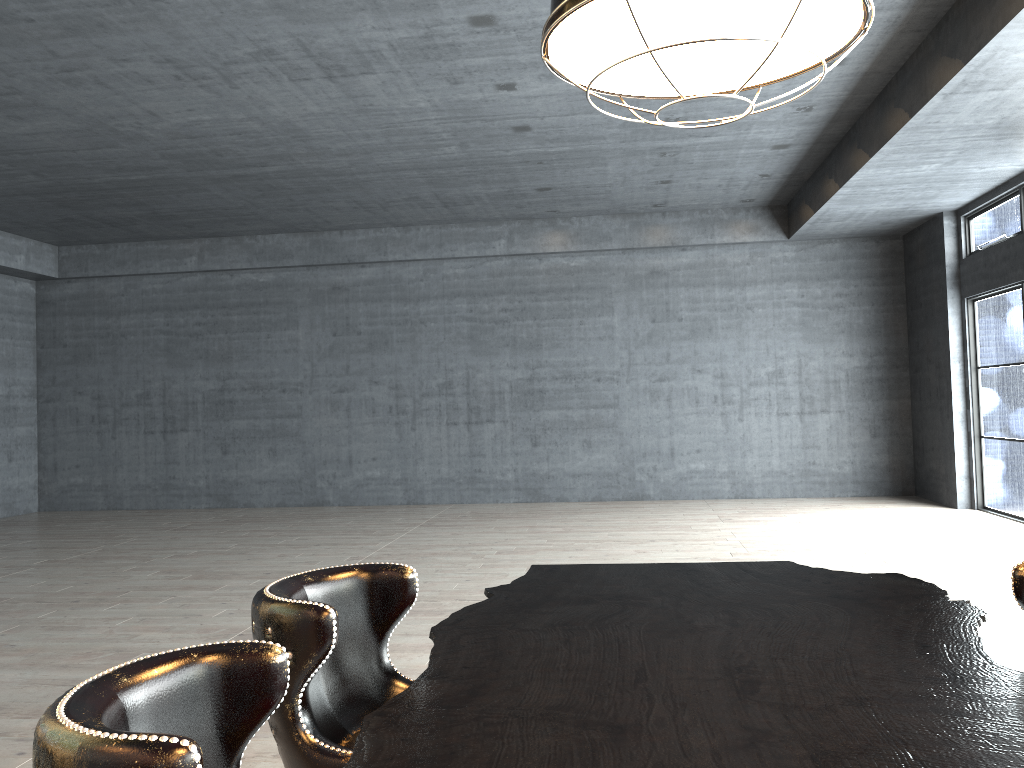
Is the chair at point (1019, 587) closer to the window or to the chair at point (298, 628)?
the chair at point (298, 628)

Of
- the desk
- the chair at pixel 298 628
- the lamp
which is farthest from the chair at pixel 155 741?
the lamp

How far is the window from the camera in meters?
10.1 m

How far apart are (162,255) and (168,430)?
2.83m

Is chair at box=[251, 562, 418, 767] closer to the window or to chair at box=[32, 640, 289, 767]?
chair at box=[32, 640, 289, 767]

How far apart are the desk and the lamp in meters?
1.1 m

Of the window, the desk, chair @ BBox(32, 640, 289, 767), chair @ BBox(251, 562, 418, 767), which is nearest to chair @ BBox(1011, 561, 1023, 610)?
the desk

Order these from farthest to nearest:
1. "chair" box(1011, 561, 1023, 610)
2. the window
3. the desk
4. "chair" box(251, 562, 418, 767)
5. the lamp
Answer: the window
"chair" box(1011, 561, 1023, 610)
"chair" box(251, 562, 418, 767)
the lamp
the desk

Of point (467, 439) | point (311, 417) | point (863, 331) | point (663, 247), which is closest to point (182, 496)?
point (311, 417)

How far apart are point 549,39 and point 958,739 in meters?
1.4
